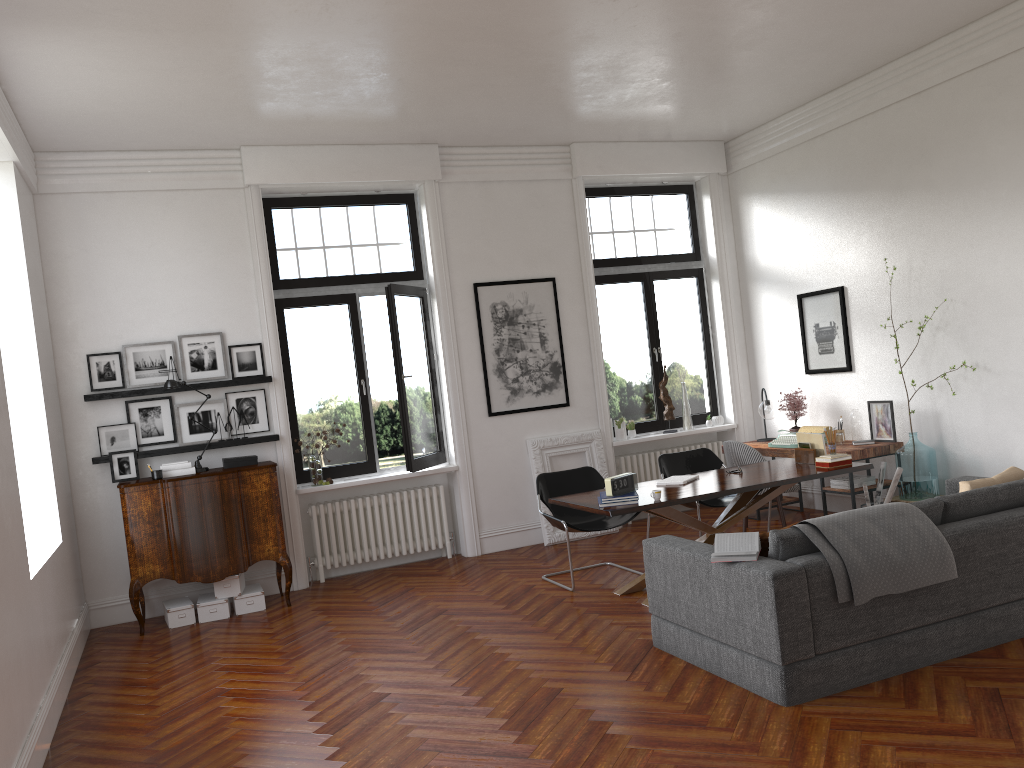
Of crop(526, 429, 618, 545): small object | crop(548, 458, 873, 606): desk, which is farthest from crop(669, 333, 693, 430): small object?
crop(548, 458, 873, 606): desk

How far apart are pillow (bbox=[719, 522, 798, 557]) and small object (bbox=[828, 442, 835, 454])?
2.37m

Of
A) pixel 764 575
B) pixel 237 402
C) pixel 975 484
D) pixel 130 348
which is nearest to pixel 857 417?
pixel 975 484

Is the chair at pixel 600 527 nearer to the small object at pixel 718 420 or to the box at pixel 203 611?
the box at pixel 203 611

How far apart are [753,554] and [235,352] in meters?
5.1 m

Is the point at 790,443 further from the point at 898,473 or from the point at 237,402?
the point at 237,402

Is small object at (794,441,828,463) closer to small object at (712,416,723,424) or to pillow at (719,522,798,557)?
pillow at (719,522,798,557)

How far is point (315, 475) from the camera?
8.2 meters

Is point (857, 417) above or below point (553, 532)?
above

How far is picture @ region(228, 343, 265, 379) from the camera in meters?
7.9 m
